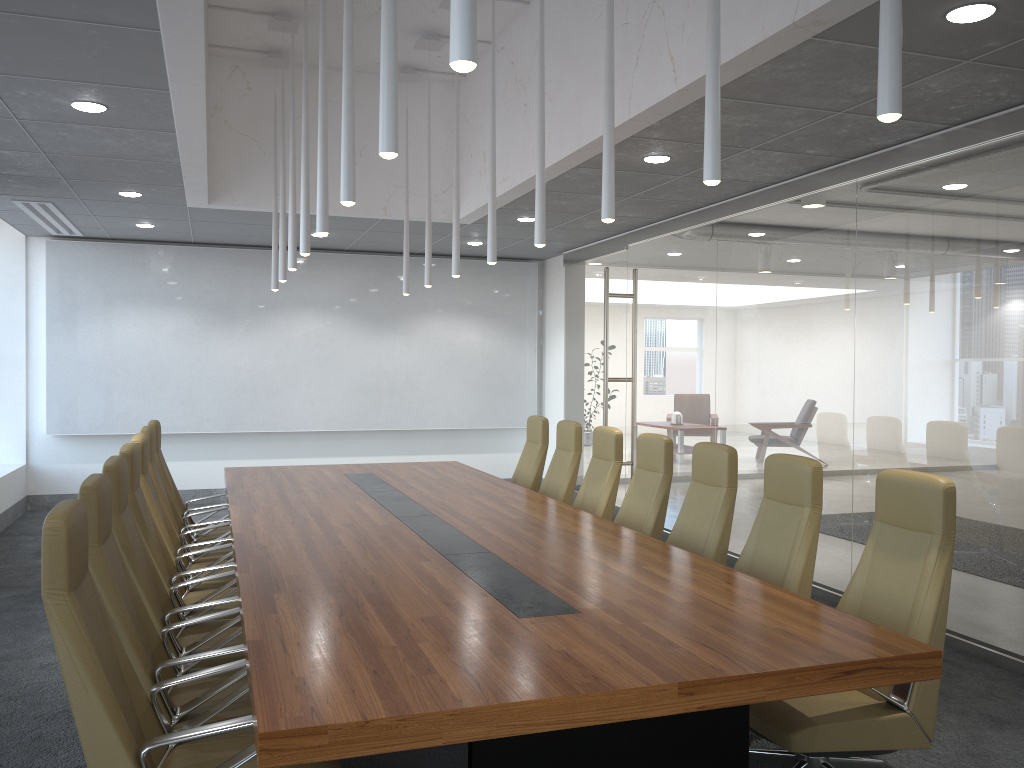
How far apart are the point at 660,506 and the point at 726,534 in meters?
0.8 m

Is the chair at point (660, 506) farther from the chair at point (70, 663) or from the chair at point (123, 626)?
the chair at point (70, 663)

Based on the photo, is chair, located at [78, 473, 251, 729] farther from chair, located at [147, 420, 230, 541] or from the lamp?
chair, located at [147, 420, 230, 541]

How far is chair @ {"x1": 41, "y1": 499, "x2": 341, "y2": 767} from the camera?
2.76m

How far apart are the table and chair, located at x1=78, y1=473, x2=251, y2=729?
0.2 meters

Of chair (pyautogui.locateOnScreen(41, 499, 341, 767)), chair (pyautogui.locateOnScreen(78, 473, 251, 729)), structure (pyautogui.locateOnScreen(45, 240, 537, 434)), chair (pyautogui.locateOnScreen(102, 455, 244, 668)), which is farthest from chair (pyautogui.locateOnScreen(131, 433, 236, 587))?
structure (pyautogui.locateOnScreen(45, 240, 537, 434))

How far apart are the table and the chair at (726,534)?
0.5 meters

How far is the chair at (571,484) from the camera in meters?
7.6

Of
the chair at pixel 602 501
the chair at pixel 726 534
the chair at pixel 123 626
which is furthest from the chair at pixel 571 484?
the chair at pixel 123 626

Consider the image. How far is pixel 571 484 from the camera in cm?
762
